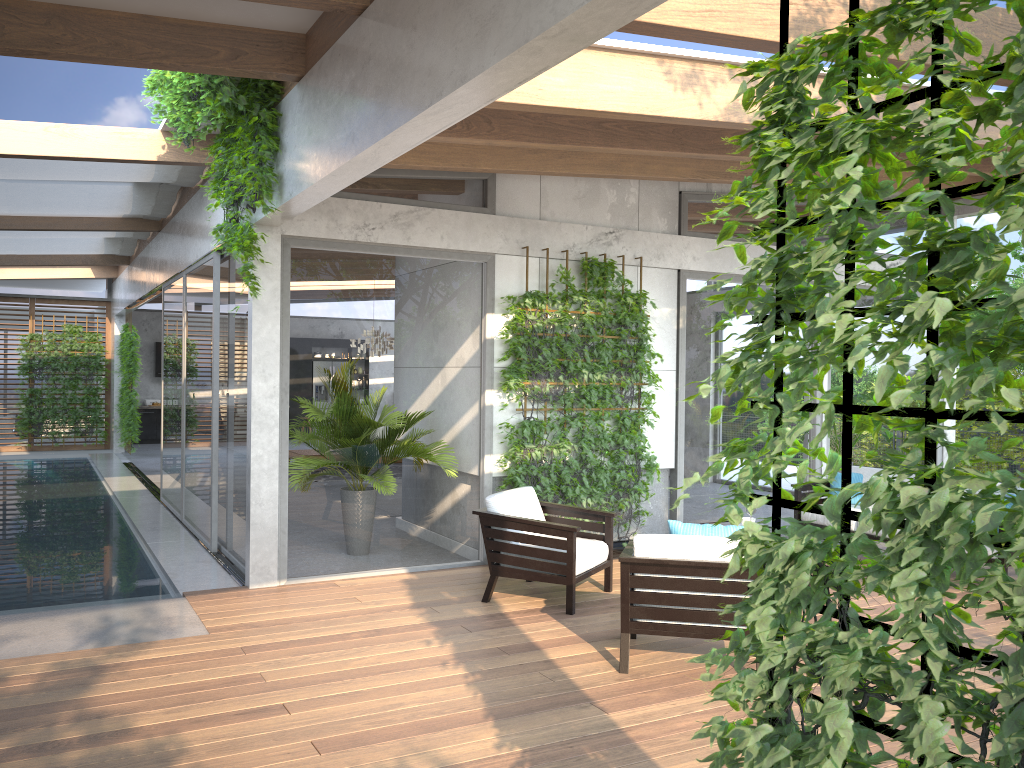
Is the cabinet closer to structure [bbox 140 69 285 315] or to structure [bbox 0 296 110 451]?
structure [bbox 0 296 110 451]

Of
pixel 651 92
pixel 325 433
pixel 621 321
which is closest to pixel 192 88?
pixel 325 433

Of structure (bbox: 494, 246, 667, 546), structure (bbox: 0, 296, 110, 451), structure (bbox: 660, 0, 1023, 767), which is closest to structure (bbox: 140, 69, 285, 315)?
structure (bbox: 494, 246, 667, 546)

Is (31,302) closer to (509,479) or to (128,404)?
(128,404)

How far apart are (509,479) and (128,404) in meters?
11.5 m

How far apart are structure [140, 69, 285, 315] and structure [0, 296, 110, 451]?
12.8 meters

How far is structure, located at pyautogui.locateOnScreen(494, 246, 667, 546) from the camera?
7.51m

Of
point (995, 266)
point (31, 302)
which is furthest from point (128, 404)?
point (995, 266)

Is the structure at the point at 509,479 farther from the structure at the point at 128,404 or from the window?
the structure at the point at 128,404

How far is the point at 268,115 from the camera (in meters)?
5.72
